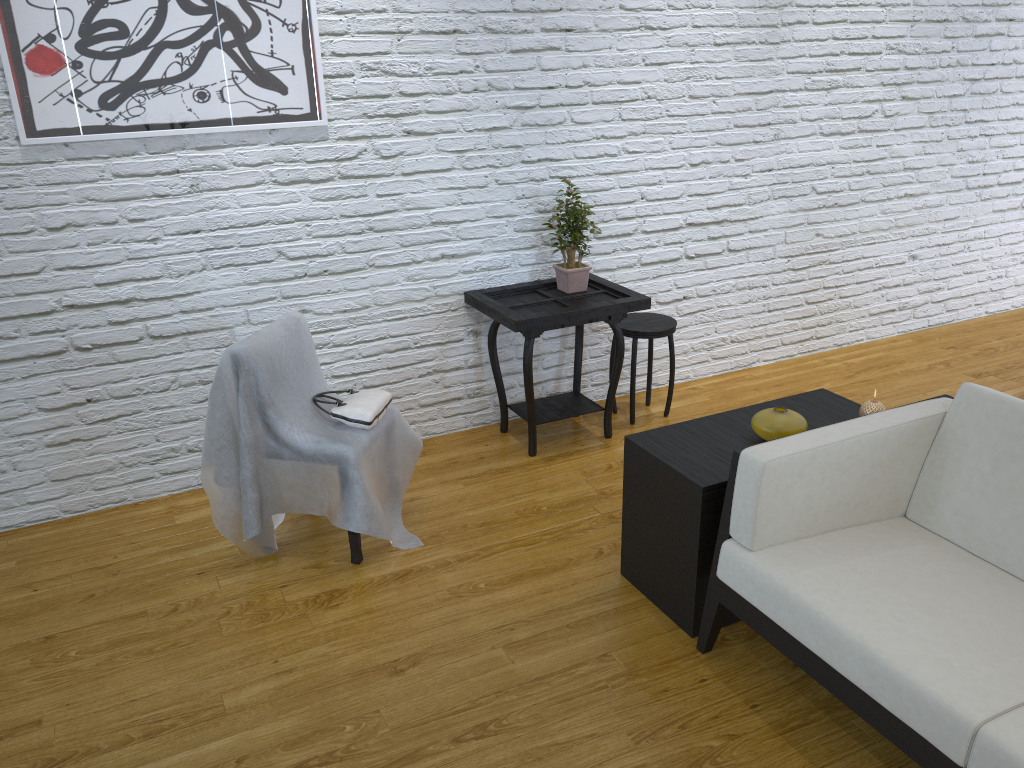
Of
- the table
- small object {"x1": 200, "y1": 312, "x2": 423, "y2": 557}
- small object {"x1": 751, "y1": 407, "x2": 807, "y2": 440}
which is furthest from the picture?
small object {"x1": 751, "y1": 407, "x2": 807, "y2": 440}

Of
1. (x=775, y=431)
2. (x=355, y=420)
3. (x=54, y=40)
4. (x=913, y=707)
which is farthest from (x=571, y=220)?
(x=913, y=707)

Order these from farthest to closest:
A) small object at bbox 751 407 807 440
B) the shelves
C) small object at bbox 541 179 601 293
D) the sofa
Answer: small object at bbox 541 179 601 293 → small object at bbox 751 407 807 440 → the shelves → the sofa

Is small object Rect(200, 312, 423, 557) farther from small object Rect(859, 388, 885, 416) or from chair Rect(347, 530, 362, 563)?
small object Rect(859, 388, 885, 416)

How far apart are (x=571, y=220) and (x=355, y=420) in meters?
1.2 m

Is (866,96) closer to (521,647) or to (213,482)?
(521,647)

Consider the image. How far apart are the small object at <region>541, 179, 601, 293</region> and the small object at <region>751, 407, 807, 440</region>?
1.2m

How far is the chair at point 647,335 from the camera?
3.47m

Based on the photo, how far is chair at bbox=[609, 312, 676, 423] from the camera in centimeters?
347cm

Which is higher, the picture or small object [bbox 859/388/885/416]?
the picture
